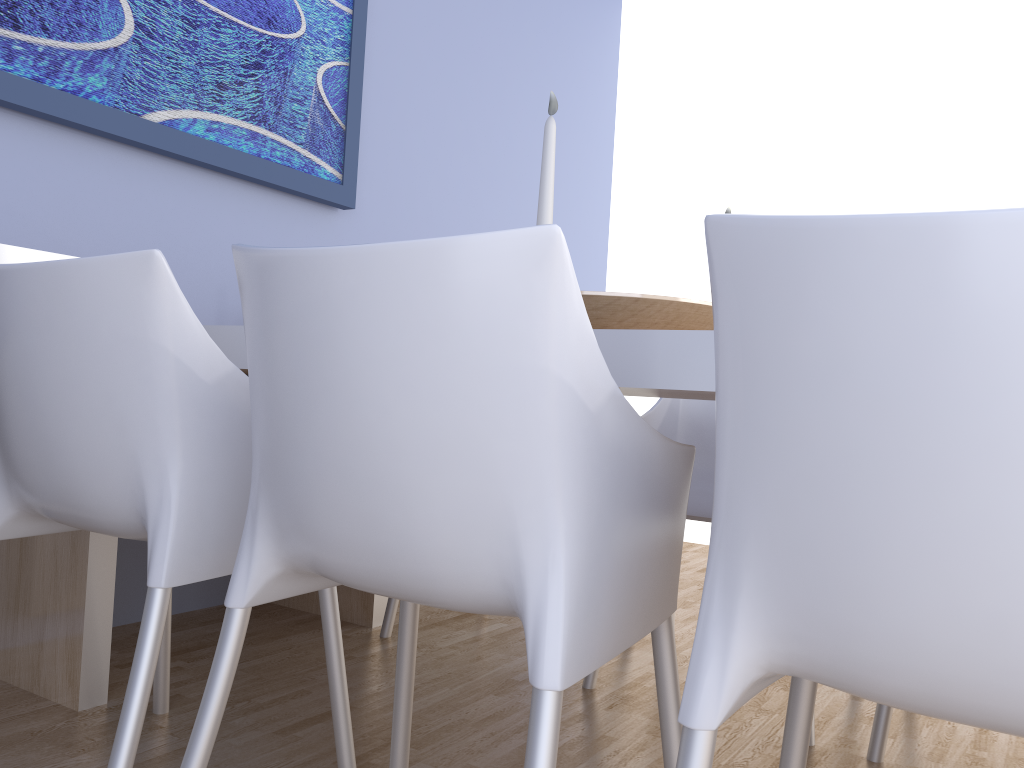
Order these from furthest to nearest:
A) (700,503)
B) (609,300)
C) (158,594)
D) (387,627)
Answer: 1. (387,627)
2. (700,503)
3. (609,300)
4. (158,594)

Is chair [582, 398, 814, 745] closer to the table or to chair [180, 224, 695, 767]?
the table

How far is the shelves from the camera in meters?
1.7 m

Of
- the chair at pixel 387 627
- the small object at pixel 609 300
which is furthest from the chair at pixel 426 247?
the chair at pixel 387 627

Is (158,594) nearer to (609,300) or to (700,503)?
(609,300)

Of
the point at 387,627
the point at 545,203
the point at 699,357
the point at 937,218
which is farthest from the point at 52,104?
the point at 937,218

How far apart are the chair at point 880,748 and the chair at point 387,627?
→ 1.2m

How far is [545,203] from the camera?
1.23m

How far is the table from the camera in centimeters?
98cm

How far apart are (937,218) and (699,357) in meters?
0.4
